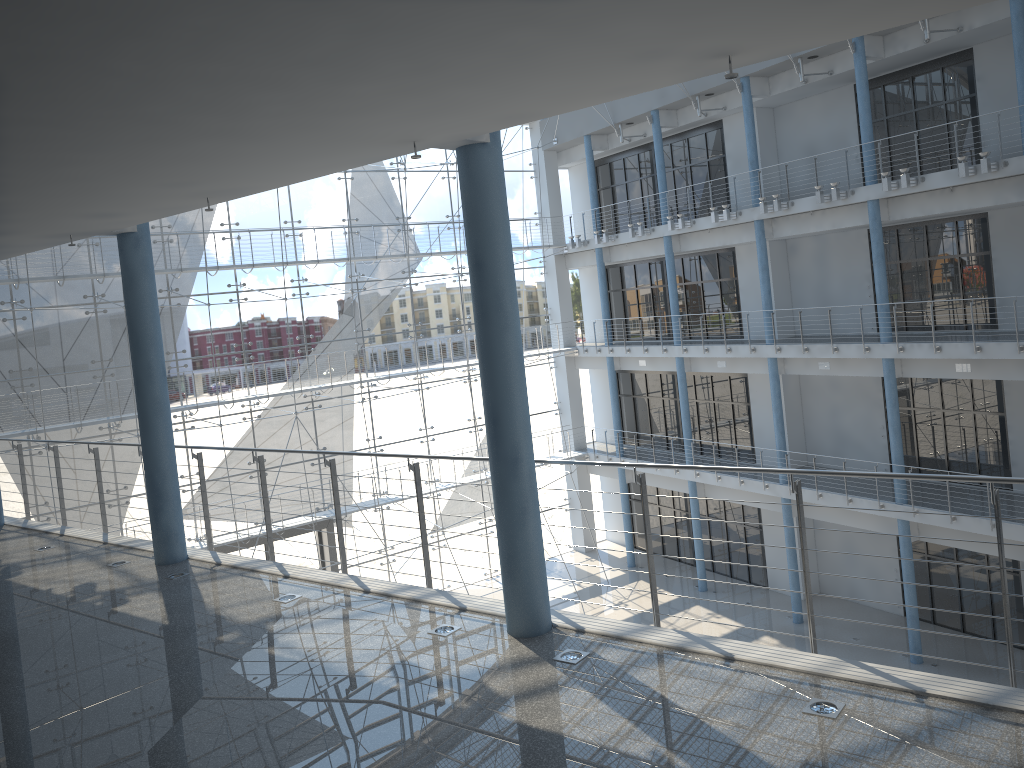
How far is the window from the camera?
3.2m

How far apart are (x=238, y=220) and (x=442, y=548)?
1.7m

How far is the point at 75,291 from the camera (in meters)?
3.21

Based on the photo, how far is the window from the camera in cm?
321
